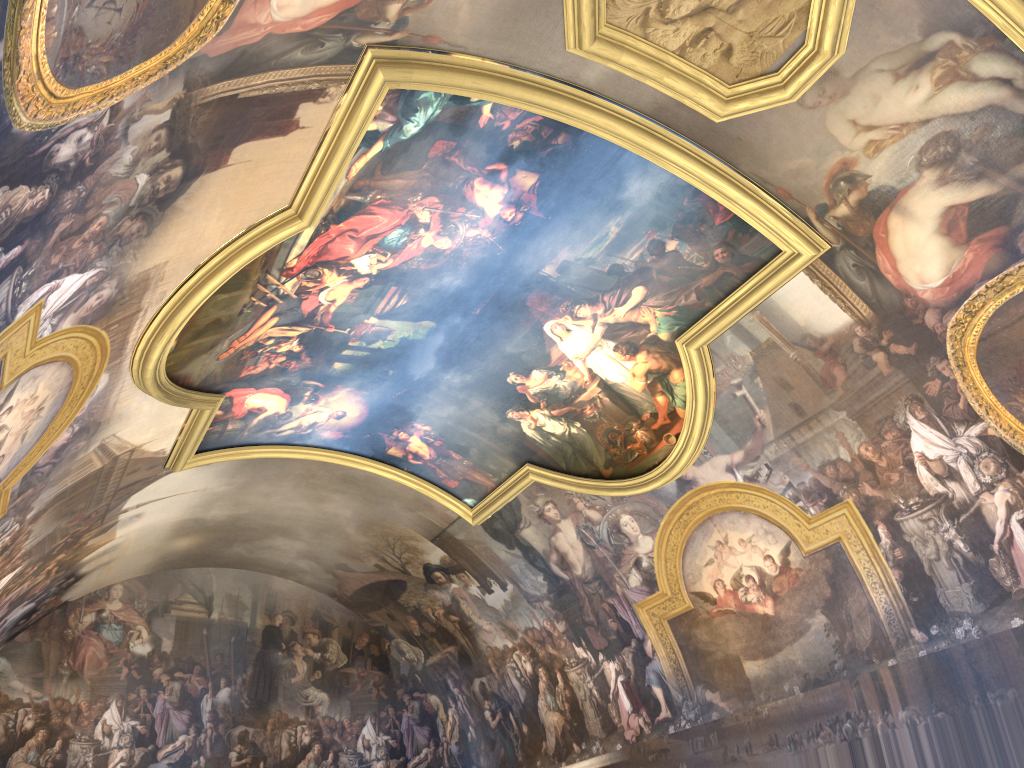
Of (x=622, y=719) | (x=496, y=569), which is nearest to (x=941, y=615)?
(x=622, y=719)
